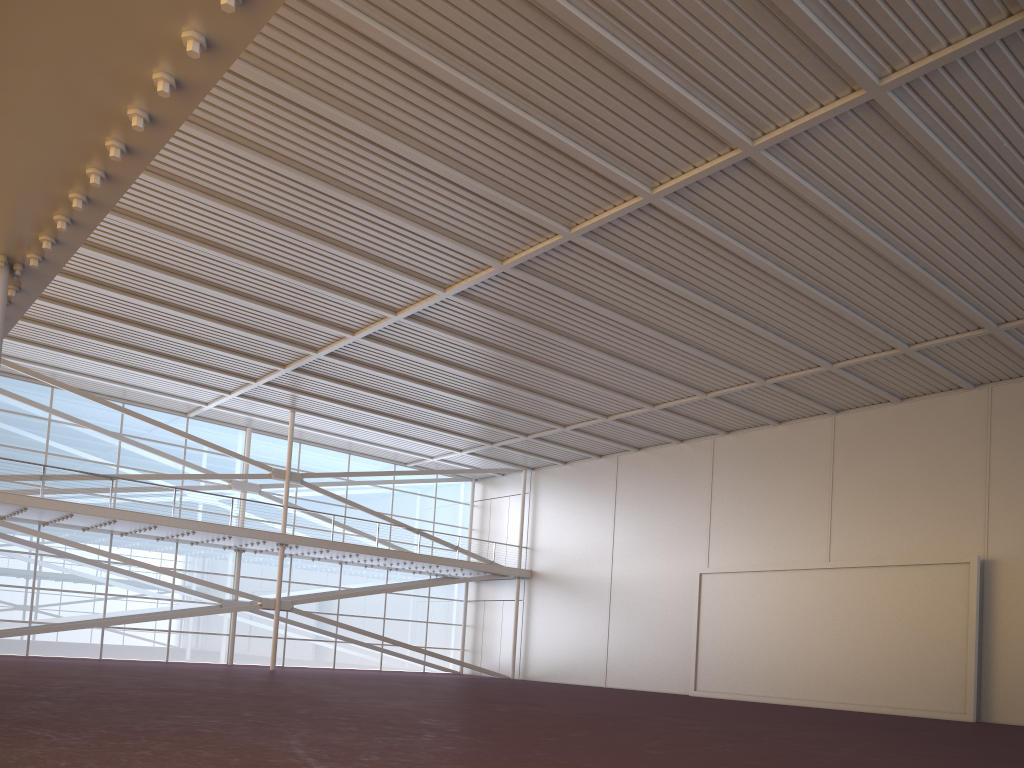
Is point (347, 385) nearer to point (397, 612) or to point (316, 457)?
point (316, 457)

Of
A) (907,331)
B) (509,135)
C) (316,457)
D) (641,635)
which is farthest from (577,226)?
(316,457)
